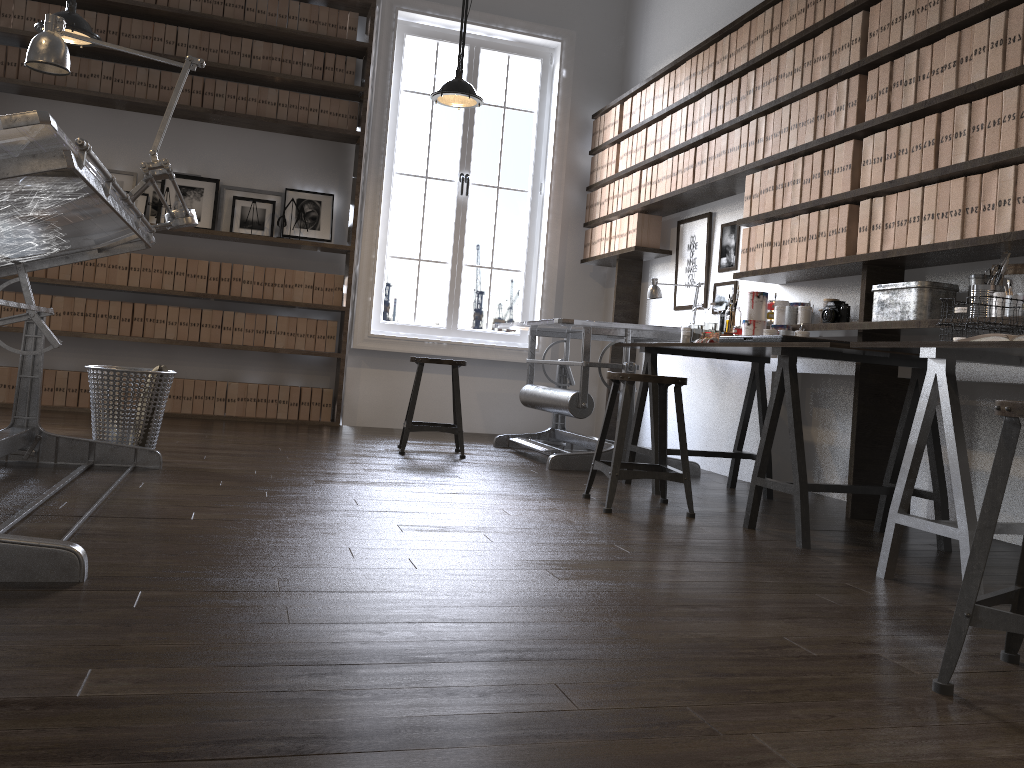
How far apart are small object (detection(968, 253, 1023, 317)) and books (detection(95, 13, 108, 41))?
5.3m

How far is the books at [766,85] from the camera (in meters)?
4.32

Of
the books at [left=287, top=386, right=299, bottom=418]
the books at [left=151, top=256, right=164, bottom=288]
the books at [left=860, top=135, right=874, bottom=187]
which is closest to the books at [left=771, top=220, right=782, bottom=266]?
the books at [left=860, top=135, right=874, bottom=187]

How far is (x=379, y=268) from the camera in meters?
6.3 m

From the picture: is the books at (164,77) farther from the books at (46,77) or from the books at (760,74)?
the books at (760,74)

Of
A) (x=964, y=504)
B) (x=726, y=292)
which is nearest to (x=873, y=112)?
(x=726, y=292)

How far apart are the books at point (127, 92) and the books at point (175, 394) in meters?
1.9 m

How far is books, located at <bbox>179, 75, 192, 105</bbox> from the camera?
5.84m

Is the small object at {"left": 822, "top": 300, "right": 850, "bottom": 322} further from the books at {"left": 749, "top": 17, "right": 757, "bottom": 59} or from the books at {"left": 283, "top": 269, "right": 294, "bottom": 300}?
the books at {"left": 283, "top": 269, "right": 294, "bottom": 300}

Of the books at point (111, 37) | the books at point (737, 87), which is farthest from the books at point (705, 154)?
the books at point (111, 37)
